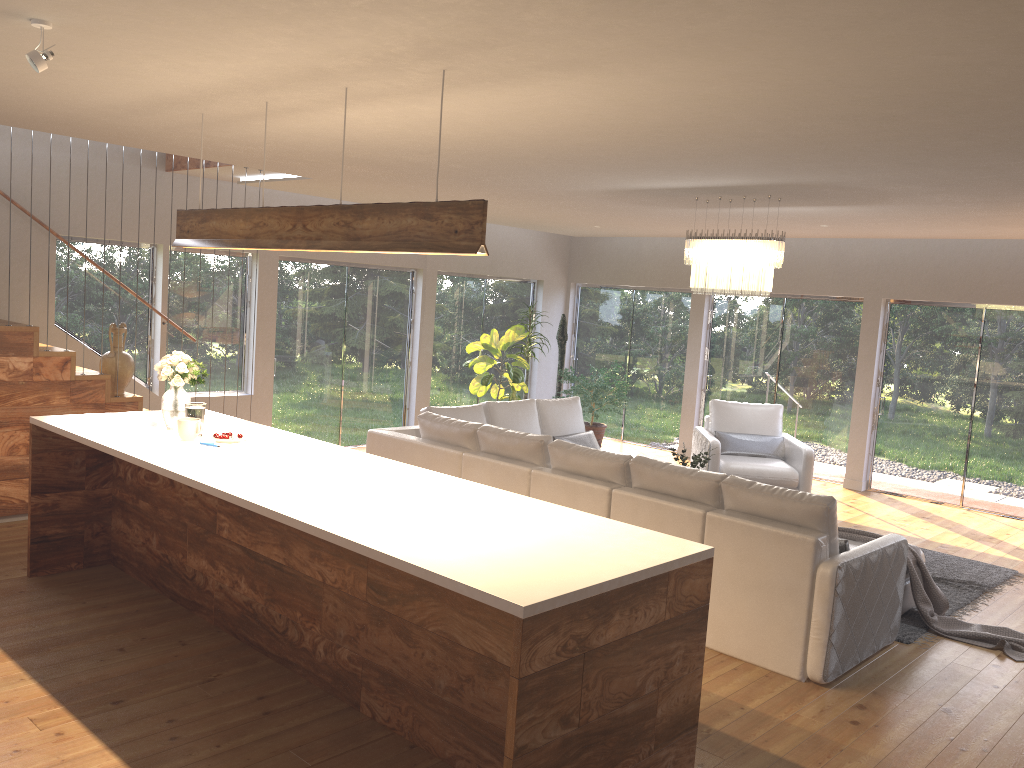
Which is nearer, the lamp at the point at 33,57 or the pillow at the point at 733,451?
the lamp at the point at 33,57

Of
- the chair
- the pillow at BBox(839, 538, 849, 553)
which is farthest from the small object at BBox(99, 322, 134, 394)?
the pillow at BBox(839, 538, 849, 553)

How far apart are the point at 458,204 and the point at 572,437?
4.82m

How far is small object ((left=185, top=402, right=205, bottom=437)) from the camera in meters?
4.9 m

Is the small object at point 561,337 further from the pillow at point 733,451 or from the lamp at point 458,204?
the lamp at point 458,204

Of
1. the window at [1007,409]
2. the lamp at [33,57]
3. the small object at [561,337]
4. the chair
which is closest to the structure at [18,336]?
the lamp at [33,57]

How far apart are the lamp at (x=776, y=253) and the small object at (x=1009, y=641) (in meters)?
1.83

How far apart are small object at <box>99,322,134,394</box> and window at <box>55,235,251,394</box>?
1.2 meters

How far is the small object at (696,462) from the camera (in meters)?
6.97

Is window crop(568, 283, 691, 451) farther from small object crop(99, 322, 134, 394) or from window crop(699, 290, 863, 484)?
small object crop(99, 322, 134, 394)
